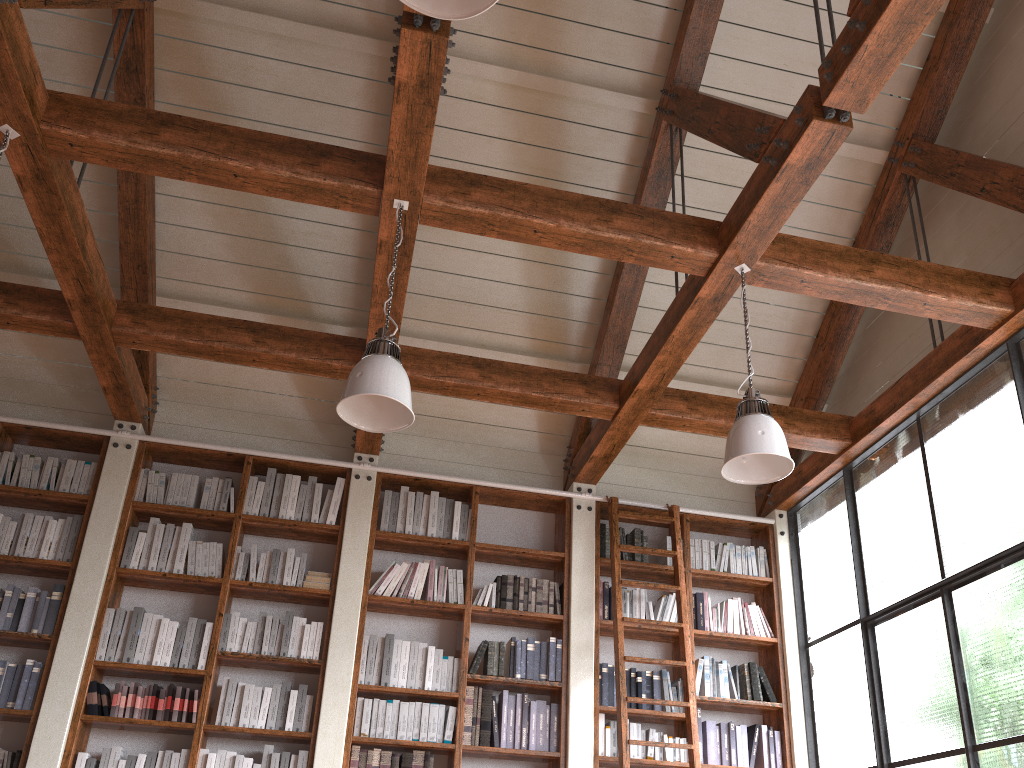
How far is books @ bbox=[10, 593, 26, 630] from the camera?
4.9m

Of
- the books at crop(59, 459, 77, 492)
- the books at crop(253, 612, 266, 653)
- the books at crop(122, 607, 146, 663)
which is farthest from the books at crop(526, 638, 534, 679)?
the books at crop(59, 459, 77, 492)

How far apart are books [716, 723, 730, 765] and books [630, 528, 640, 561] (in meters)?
1.14

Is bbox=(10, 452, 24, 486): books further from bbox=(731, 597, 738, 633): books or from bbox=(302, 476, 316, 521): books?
bbox=(731, 597, 738, 633): books

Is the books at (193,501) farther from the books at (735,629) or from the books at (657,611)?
the books at (735,629)

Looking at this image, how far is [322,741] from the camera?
4.8 meters

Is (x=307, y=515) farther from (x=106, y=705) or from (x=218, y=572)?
(x=106, y=705)

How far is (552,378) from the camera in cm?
518

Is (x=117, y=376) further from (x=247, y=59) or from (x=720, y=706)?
(x=720, y=706)

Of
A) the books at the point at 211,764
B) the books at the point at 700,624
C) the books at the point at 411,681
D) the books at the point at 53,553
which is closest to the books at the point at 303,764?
the books at the point at 211,764
